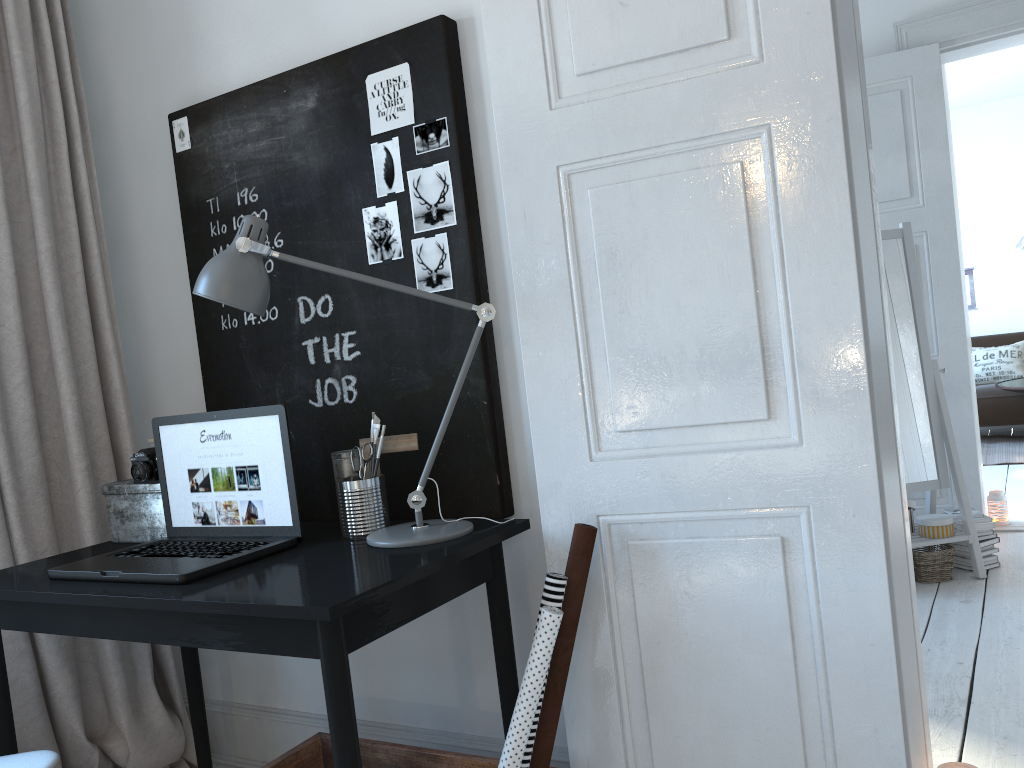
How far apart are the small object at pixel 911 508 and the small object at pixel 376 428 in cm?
271

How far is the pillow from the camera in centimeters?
726cm

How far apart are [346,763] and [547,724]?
0.4 meters

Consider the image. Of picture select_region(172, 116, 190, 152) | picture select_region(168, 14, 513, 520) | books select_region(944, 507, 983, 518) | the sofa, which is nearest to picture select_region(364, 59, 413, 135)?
picture select_region(168, 14, 513, 520)

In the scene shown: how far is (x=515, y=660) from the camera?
1.9m

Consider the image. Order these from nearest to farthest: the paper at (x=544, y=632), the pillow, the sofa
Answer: the paper at (x=544, y=632) → the sofa → the pillow

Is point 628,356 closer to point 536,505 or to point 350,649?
point 536,505

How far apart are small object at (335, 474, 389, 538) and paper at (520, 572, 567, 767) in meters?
0.4

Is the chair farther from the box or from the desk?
the box

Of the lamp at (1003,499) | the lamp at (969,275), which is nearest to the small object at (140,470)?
the lamp at (1003,499)
